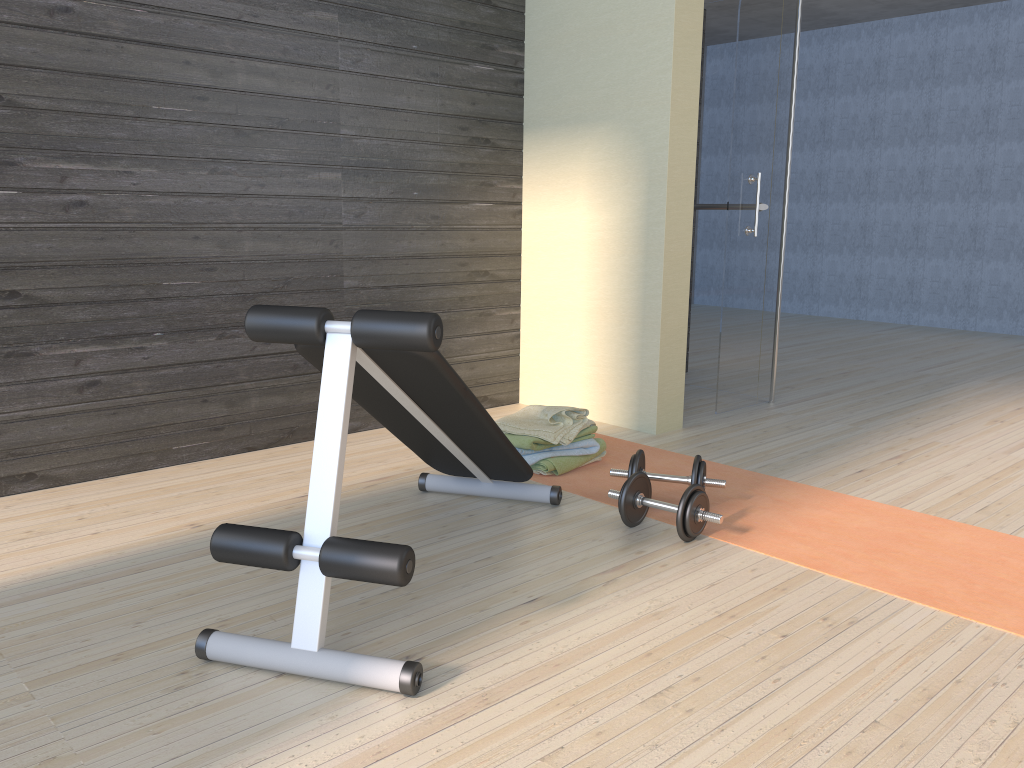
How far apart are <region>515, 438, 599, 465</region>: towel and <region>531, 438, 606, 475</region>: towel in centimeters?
2cm

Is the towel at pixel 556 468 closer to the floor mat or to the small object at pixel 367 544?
the floor mat

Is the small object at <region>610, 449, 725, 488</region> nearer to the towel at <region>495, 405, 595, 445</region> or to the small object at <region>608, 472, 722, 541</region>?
the small object at <region>608, 472, 722, 541</region>

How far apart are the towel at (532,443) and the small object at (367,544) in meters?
0.3 m

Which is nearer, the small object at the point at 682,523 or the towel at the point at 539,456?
the small object at the point at 682,523

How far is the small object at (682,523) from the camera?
2.58m

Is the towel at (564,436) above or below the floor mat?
above

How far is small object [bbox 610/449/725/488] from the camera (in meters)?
2.86

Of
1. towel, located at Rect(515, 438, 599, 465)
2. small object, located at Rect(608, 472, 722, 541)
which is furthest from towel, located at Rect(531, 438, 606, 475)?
small object, located at Rect(608, 472, 722, 541)

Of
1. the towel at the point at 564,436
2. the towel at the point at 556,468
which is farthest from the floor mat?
the towel at the point at 564,436
